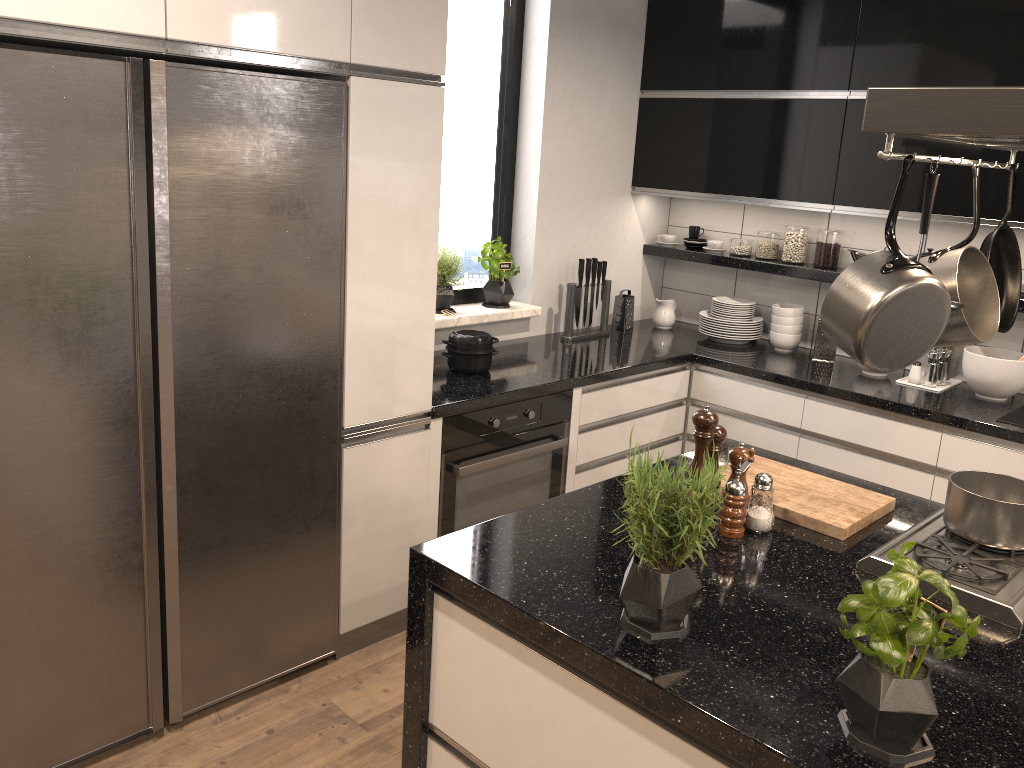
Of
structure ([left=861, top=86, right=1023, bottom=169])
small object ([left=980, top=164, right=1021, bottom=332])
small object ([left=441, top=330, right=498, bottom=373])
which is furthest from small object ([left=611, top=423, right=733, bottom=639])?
small object ([left=441, top=330, right=498, bottom=373])

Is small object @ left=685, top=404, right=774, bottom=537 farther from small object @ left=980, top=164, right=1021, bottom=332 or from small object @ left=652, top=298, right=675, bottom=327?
small object @ left=652, top=298, right=675, bottom=327

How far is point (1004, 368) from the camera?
3.35m

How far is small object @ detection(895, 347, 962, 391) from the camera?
3.5m

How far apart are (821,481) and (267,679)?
1.7 meters

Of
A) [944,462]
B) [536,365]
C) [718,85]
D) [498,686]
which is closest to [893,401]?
[944,462]

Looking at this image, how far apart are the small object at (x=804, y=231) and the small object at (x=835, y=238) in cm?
7

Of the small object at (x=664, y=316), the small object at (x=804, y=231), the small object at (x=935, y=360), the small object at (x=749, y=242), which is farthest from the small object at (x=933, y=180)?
the small object at (x=664, y=316)

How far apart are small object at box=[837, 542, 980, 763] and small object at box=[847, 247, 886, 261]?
2.8 meters

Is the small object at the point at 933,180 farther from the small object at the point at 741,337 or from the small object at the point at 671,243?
the small object at the point at 671,243
